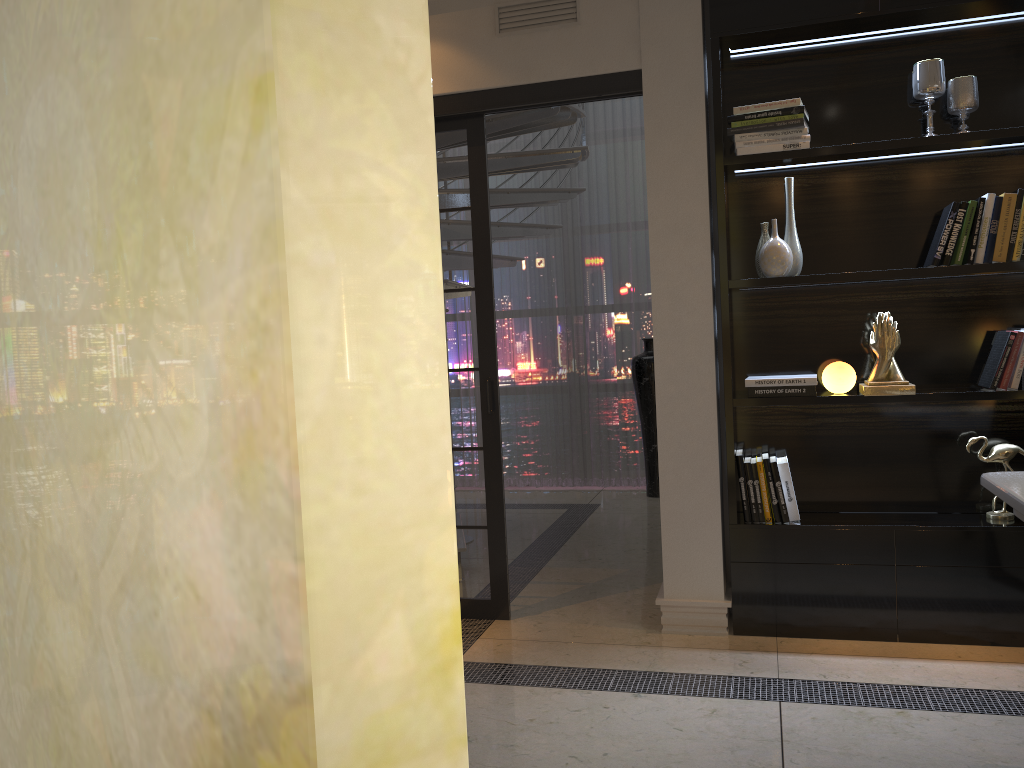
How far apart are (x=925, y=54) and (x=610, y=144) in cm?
354

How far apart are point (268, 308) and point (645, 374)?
6.1m

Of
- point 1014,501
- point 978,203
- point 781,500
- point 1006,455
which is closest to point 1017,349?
point 1006,455

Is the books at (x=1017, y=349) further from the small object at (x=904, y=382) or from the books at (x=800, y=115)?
the books at (x=800, y=115)

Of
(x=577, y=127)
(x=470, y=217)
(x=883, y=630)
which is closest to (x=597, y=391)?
(x=577, y=127)

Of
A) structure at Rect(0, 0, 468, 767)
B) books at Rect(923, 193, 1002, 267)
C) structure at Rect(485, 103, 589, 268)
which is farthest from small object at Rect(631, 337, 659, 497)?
structure at Rect(0, 0, 468, 767)

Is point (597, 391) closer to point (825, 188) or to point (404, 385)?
point (825, 188)

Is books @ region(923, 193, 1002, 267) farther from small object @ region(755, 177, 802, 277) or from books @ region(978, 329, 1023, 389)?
small object @ region(755, 177, 802, 277)

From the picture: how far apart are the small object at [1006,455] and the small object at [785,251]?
0.9m

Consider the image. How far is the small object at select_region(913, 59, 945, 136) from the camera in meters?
3.3
